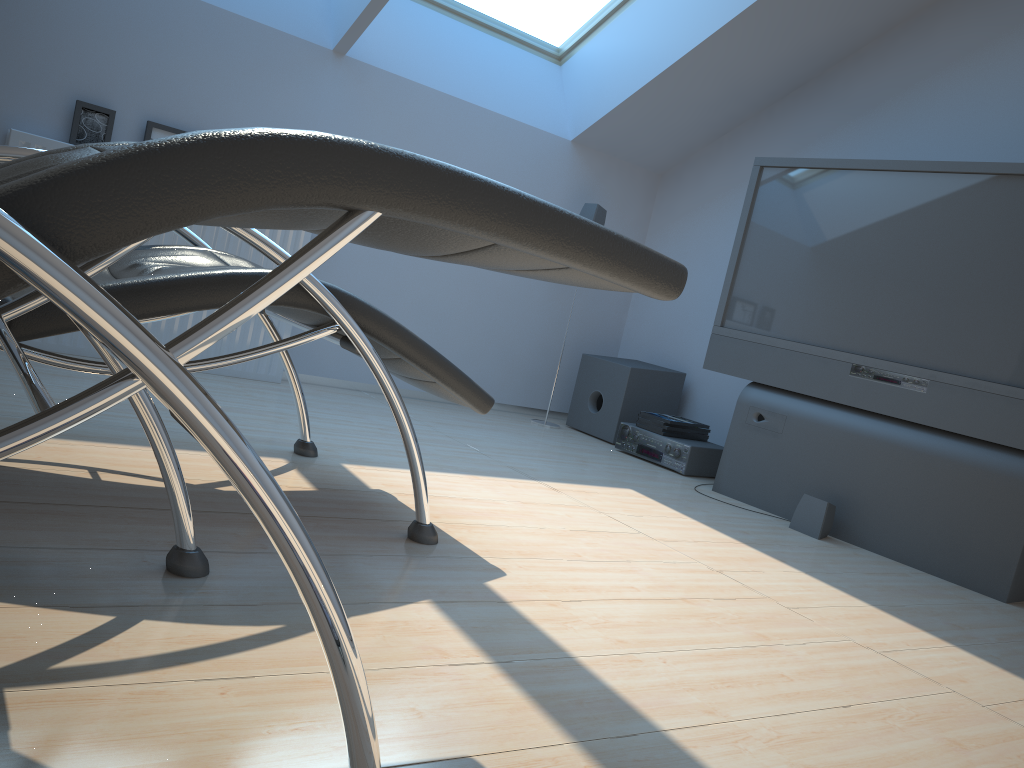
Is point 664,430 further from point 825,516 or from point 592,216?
point 592,216

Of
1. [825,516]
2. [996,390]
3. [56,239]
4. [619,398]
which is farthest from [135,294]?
[619,398]

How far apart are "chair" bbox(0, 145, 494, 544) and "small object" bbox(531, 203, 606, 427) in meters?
2.1

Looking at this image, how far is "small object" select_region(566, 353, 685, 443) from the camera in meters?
4.5 m

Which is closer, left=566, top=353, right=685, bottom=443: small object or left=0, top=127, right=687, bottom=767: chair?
left=0, top=127, right=687, bottom=767: chair

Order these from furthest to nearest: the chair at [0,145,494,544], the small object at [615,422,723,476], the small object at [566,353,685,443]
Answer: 1. the small object at [566,353,685,443]
2. the small object at [615,422,723,476]
3. the chair at [0,145,494,544]

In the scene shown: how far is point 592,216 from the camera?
4.54m

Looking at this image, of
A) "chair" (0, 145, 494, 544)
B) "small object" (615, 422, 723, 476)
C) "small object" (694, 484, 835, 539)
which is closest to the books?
"small object" (615, 422, 723, 476)

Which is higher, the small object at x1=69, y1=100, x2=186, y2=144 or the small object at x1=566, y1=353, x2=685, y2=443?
the small object at x1=69, y1=100, x2=186, y2=144

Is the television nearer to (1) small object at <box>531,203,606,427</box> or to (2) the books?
(2) the books
